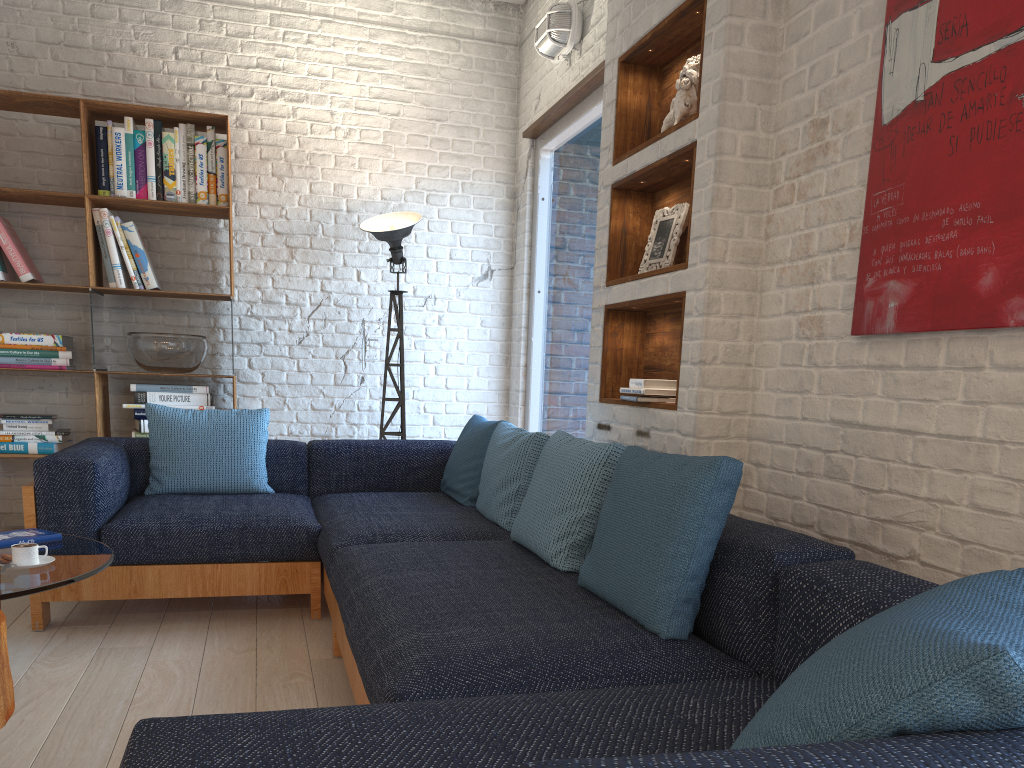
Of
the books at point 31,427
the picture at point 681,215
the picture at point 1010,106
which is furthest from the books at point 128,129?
the picture at point 1010,106

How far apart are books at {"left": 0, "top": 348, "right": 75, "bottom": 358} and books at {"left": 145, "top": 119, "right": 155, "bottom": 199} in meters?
0.9 m

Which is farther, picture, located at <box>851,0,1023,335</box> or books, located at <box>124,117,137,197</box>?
books, located at <box>124,117,137,197</box>

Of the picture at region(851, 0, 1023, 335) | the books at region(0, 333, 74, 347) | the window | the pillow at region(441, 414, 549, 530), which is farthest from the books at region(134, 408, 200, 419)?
the picture at region(851, 0, 1023, 335)

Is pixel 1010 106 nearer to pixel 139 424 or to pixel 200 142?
pixel 200 142

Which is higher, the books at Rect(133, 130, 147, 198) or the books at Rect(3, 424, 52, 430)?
the books at Rect(133, 130, 147, 198)

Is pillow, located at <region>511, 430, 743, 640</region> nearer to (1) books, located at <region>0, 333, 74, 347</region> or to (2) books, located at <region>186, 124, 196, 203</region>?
(2) books, located at <region>186, 124, 196, 203</region>

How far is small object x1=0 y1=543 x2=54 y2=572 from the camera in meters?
2.4 m

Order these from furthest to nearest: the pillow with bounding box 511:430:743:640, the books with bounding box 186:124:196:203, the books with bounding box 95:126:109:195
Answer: the books with bounding box 186:124:196:203, the books with bounding box 95:126:109:195, the pillow with bounding box 511:430:743:640

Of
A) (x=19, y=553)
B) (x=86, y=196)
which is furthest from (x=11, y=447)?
(x=19, y=553)
